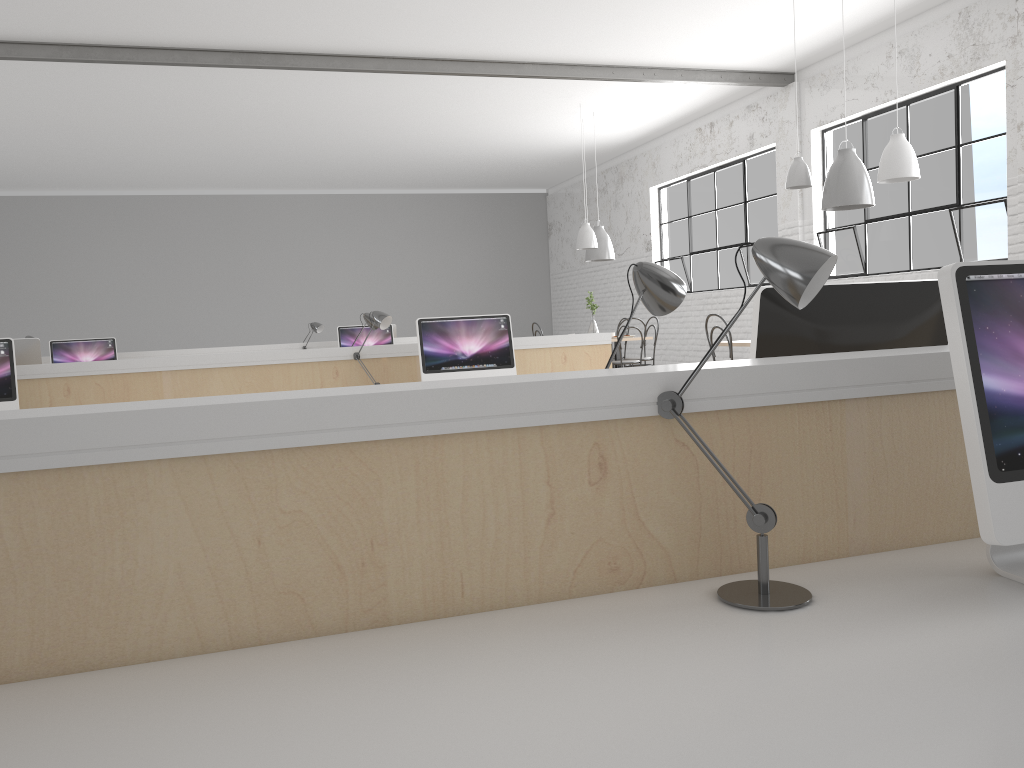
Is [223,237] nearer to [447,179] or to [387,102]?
[447,179]

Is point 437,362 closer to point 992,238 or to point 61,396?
point 61,396

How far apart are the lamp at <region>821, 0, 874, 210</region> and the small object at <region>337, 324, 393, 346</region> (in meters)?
3.21

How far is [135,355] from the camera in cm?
623

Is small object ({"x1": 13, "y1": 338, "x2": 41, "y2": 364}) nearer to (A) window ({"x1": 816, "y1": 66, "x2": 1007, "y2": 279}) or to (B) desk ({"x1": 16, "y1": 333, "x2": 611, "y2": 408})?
(B) desk ({"x1": 16, "y1": 333, "x2": 611, "y2": 408})

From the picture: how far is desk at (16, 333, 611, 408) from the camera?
3.4 meters

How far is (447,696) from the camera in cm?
79

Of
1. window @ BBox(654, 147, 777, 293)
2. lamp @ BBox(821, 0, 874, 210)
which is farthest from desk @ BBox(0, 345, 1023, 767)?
window @ BBox(654, 147, 777, 293)

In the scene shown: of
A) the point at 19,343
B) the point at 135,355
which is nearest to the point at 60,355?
the point at 135,355

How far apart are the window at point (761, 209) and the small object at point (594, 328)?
1.5m
